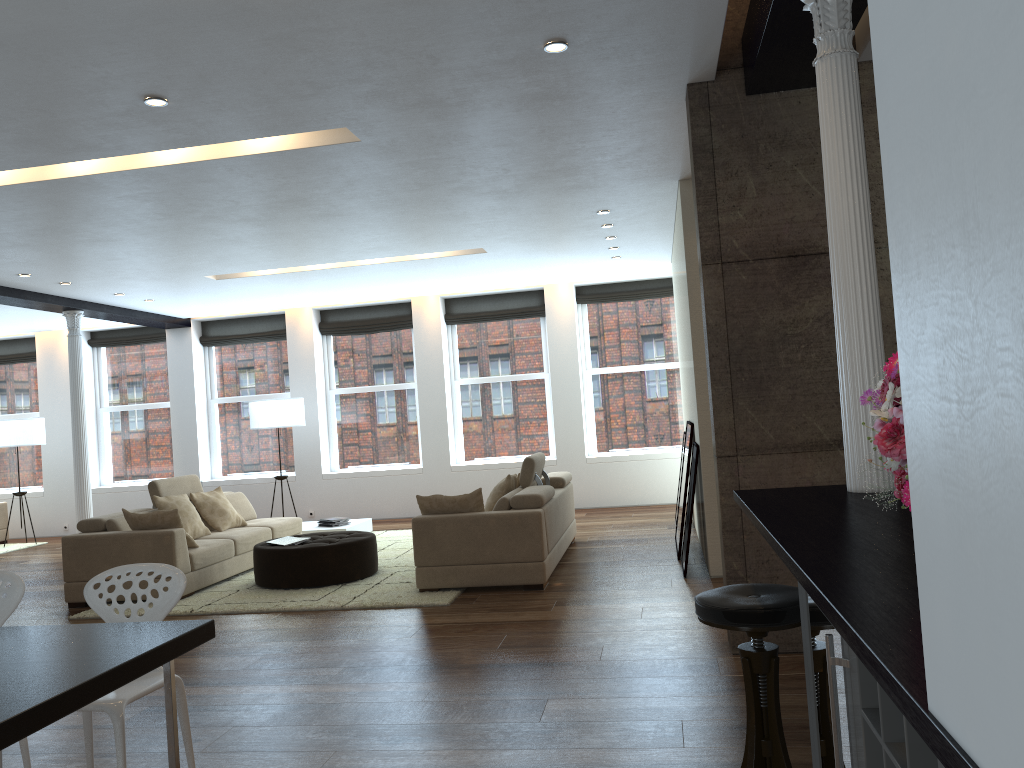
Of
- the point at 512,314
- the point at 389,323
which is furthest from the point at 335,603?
the point at 389,323

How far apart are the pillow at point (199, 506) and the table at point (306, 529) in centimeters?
112cm

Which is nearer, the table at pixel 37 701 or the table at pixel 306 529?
the table at pixel 37 701

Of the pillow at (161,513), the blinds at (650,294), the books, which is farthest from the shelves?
the blinds at (650,294)

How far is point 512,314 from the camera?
12.2 meters

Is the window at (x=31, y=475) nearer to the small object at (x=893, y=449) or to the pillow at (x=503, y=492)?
the pillow at (x=503, y=492)

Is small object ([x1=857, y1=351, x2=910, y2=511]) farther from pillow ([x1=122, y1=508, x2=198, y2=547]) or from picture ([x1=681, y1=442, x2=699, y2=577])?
pillow ([x1=122, y1=508, x2=198, y2=547])

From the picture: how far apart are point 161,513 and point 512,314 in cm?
609

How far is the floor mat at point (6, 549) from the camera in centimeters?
1161cm

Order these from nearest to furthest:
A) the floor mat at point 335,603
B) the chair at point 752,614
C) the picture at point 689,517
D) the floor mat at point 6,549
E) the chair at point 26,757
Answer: the chair at point 752,614
the chair at point 26,757
the floor mat at point 335,603
the picture at point 689,517
the floor mat at point 6,549
